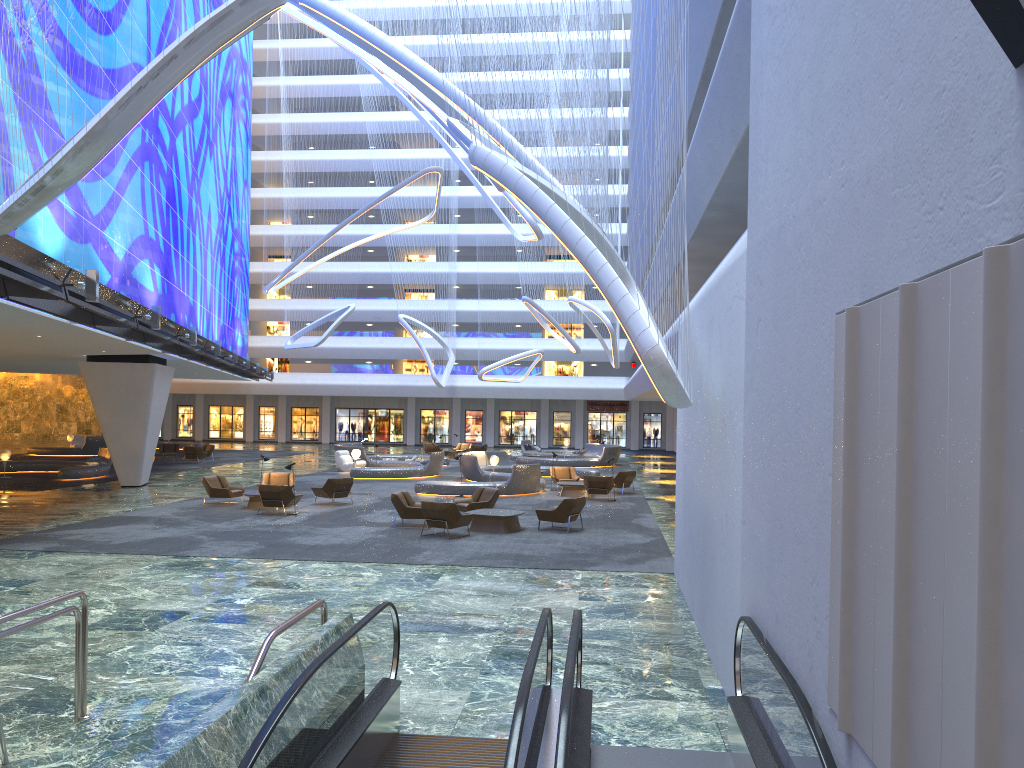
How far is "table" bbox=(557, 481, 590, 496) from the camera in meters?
27.5 m

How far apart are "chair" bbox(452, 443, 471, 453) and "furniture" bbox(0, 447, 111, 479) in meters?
20.3 m

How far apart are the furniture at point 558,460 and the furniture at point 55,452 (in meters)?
21.13

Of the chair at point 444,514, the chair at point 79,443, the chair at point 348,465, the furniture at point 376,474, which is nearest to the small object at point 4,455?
the chair at point 348,465

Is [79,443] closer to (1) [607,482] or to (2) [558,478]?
(2) [558,478]

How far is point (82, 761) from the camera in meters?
6.5

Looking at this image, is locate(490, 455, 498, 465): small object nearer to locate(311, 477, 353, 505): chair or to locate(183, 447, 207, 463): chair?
locate(311, 477, 353, 505): chair

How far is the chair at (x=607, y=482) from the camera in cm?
2617

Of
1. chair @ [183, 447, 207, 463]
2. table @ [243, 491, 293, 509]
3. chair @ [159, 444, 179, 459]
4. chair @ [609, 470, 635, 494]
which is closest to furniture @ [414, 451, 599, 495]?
chair @ [609, 470, 635, 494]

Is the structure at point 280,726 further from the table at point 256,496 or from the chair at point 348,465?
the chair at point 348,465
